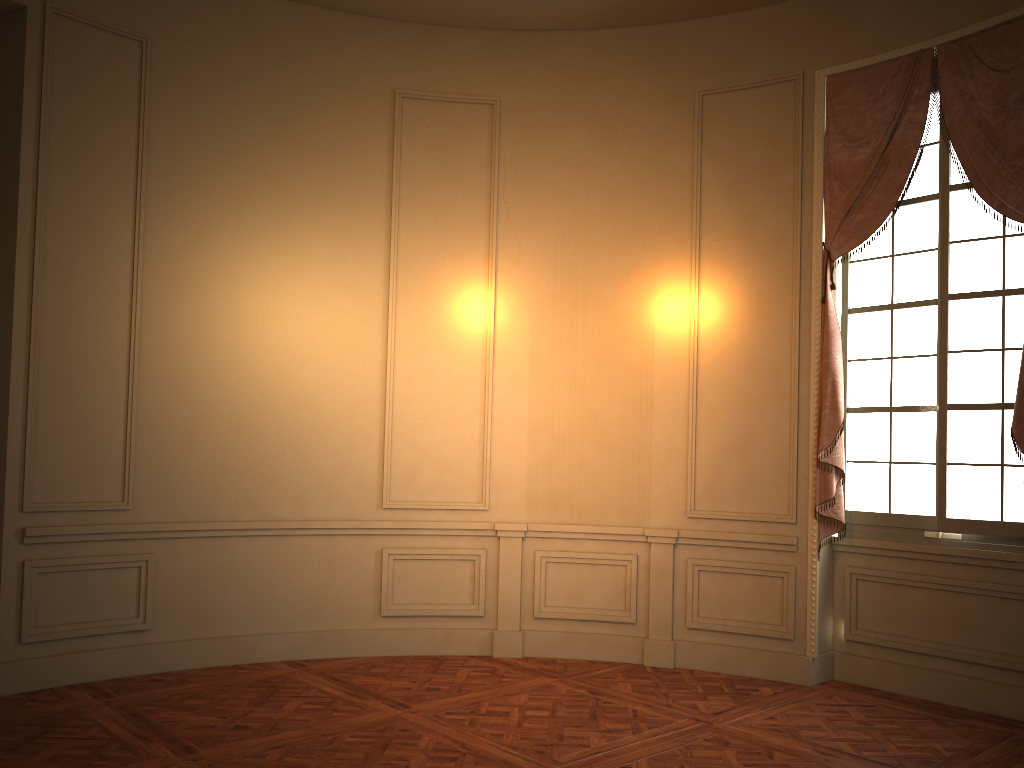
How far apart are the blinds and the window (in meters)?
0.10

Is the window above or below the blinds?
below

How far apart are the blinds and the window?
0.1m

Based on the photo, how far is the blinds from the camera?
4.7m

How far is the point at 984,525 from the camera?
4.83m

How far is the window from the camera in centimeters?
483cm

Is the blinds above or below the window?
above

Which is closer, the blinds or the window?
the blinds

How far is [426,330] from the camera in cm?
598
